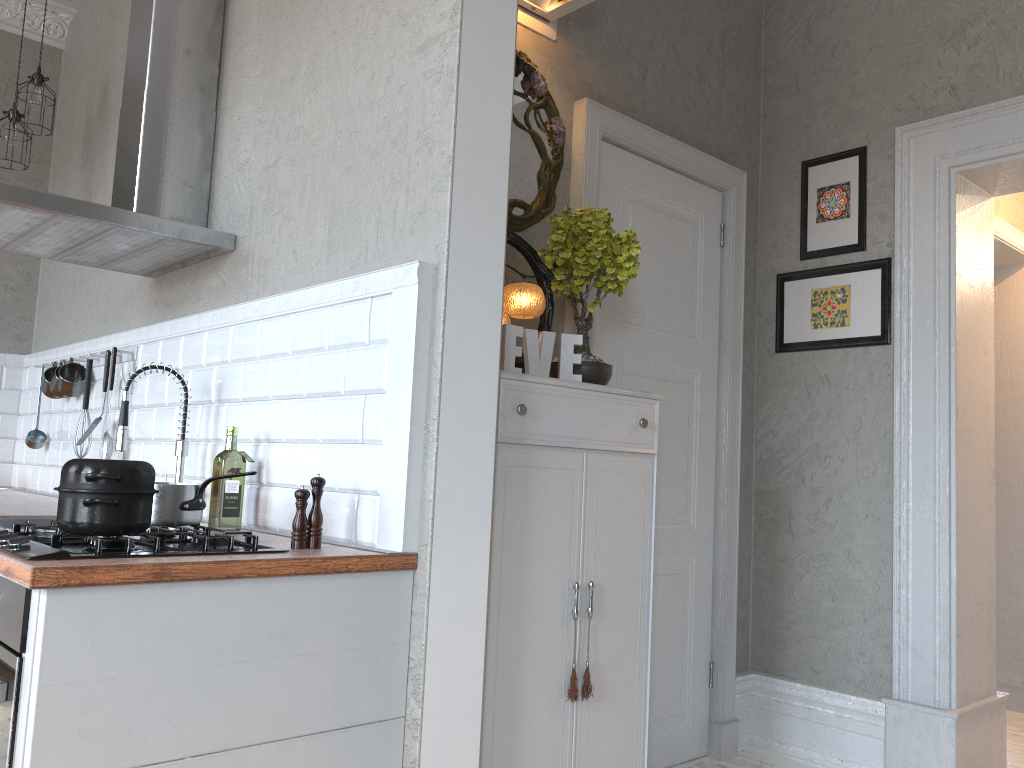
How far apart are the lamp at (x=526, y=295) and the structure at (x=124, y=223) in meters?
1.0

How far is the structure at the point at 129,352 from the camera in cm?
333

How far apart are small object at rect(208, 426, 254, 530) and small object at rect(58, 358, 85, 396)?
1.5m

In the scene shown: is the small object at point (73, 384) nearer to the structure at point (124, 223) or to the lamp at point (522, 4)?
the structure at point (124, 223)

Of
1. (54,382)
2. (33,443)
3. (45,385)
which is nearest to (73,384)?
(54,382)

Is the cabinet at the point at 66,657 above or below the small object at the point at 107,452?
below

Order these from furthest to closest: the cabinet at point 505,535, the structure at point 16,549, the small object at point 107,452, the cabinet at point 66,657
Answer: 1. the small object at point 107,452
2. the cabinet at point 505,535
3. the structure at point 16,549
4. the cabinet at point 66,657

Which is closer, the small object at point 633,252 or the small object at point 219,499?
the small object at point 219,499

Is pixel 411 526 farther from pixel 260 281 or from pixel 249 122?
pixel 249 122

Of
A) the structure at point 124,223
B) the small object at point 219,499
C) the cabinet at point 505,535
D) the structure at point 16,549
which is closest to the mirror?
the cabinet at point 505,535
